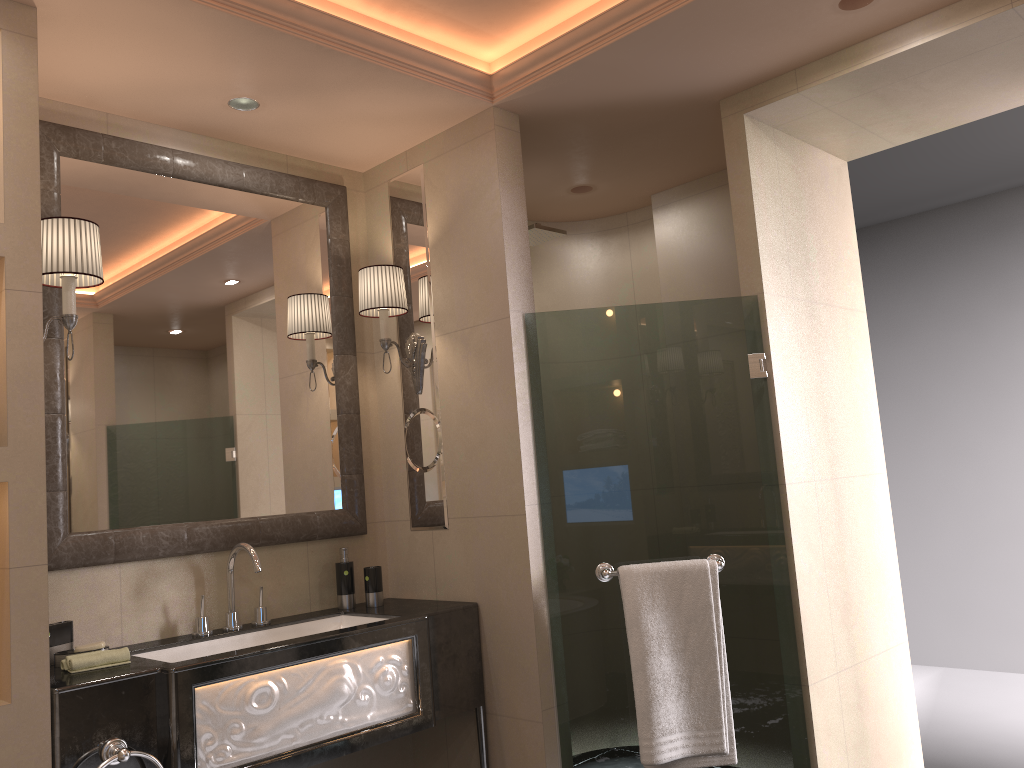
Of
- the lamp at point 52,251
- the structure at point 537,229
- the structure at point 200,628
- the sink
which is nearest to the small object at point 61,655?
the sink

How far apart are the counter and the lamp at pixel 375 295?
0.7m

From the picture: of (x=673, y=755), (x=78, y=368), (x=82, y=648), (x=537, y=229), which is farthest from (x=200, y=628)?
(x=537, y=229)

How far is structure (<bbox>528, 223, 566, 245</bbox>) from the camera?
3.5 meters

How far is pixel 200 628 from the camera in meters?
2.7

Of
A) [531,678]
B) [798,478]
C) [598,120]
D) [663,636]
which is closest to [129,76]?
[598,120]

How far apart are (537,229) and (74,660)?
2.18m

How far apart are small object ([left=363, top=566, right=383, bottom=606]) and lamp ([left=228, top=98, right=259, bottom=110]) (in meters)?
1.58

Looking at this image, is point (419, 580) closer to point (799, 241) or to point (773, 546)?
point (799, 241)

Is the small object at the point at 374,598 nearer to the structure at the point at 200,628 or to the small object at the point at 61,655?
the structure at the point at 200,628
